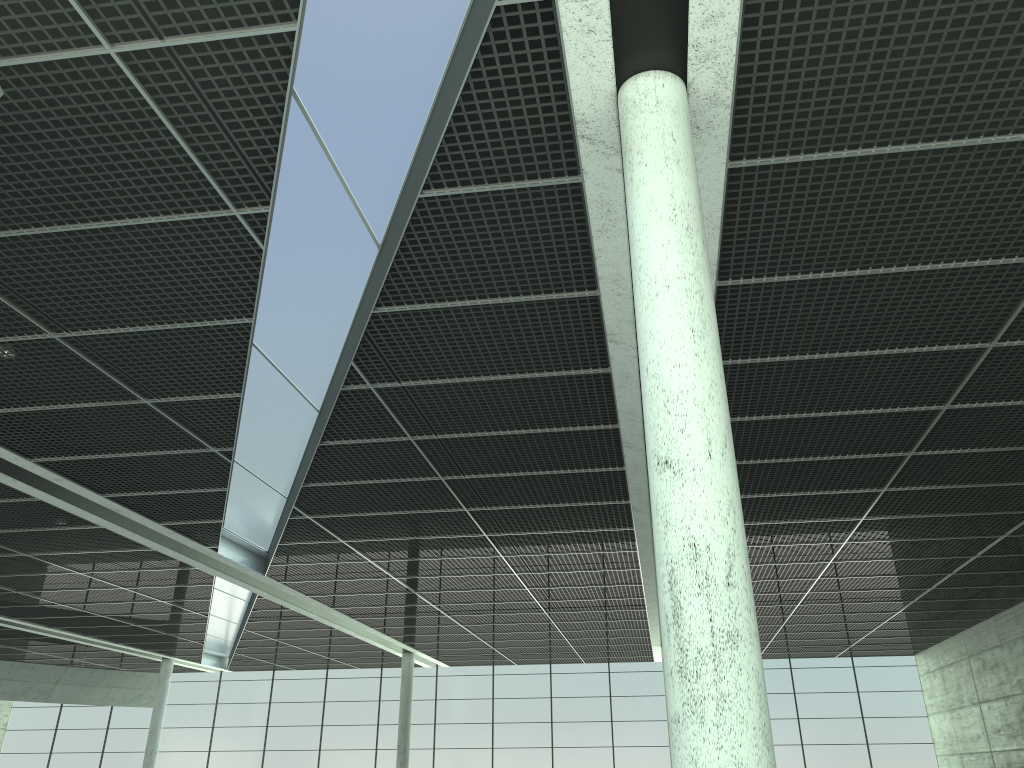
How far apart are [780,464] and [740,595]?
24.79m
